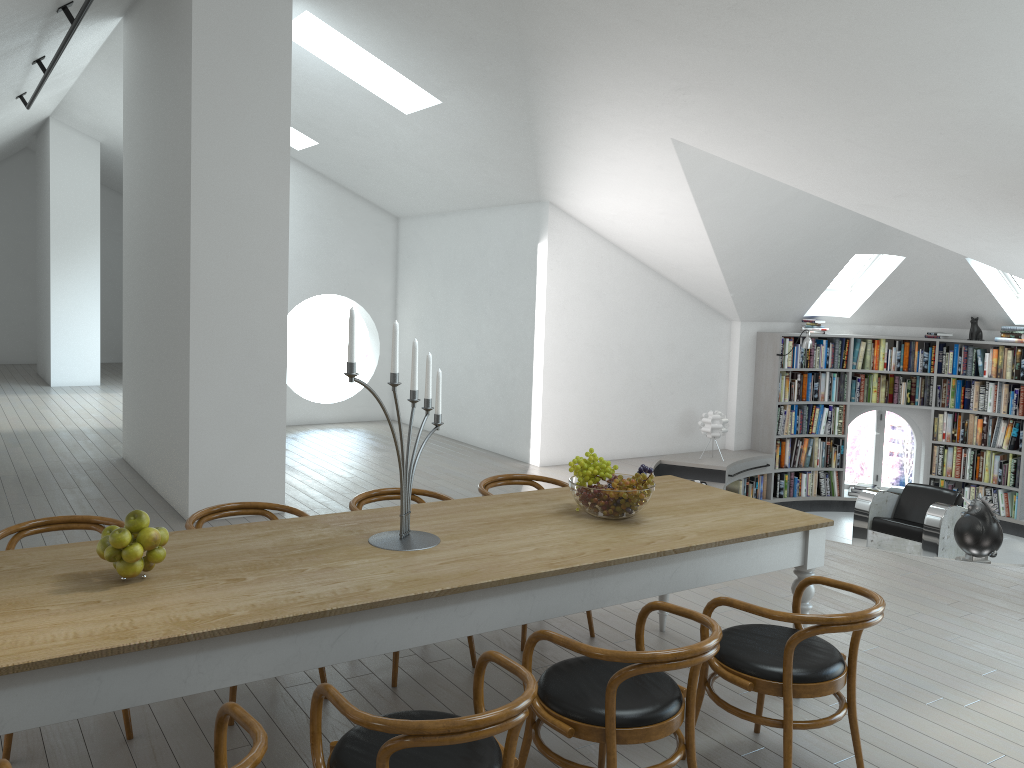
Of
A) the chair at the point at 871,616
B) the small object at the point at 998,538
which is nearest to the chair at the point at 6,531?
the chair at the point at 871,616

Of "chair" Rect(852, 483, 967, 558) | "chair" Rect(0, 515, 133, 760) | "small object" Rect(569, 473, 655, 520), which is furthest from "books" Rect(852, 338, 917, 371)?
"chair" Rect(0, 515, 133, 760)

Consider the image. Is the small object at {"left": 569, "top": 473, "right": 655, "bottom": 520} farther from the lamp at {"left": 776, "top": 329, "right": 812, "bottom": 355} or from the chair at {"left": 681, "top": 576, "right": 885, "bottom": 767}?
the lamp at {"left": 776, "top": 329, "right": 812, "bottom": 355}

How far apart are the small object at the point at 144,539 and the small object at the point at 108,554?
0.1m

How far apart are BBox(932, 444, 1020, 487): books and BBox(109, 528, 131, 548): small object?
9.5m

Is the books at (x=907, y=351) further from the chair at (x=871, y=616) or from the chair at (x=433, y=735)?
the chair at (x=433, y=735)

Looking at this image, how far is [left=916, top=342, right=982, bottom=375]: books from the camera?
9.8 meters

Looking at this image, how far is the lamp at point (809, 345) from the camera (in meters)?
9.58

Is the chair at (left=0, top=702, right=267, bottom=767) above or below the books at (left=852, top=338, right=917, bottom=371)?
below

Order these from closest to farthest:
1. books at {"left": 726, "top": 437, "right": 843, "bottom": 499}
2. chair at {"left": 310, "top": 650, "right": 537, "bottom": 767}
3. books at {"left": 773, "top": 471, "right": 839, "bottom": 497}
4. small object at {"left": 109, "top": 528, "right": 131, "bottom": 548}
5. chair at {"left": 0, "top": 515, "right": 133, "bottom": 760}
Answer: chair at {"left": 310, "top": 650, "right": 537, "bottom": 767} < small object at {"left": 109, "top": 528, "right": 131, "bottom": 548} < chair at {"left": 0, "top": 515, "right": 133, "bottom": 760} < books at {"left": 726, "top": 437, "right": 843, "bottom": 499} < books at {"left": 773, "top": 471, "right": 839, "bottom": 497}
